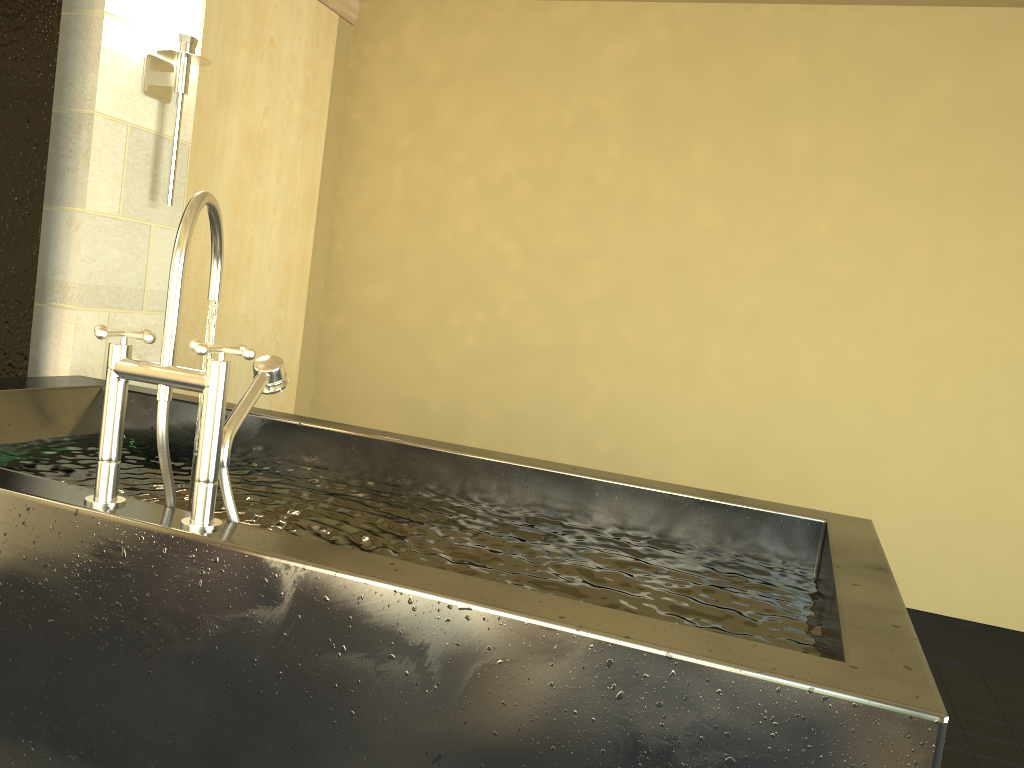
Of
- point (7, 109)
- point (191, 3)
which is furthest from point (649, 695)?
point (191, 3)

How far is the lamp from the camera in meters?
2.9

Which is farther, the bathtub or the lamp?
the lamp

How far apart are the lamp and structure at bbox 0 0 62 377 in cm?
35

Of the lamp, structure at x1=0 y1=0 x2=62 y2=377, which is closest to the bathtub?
structure at x1=0 y1=0 x2=62 y2=377

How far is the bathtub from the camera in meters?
1.0

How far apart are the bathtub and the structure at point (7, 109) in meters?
0.4

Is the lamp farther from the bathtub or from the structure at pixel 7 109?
the bathtub

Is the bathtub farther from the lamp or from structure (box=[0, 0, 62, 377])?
the lamp

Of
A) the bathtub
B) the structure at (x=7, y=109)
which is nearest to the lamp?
the structure at (x=7, y=109)
